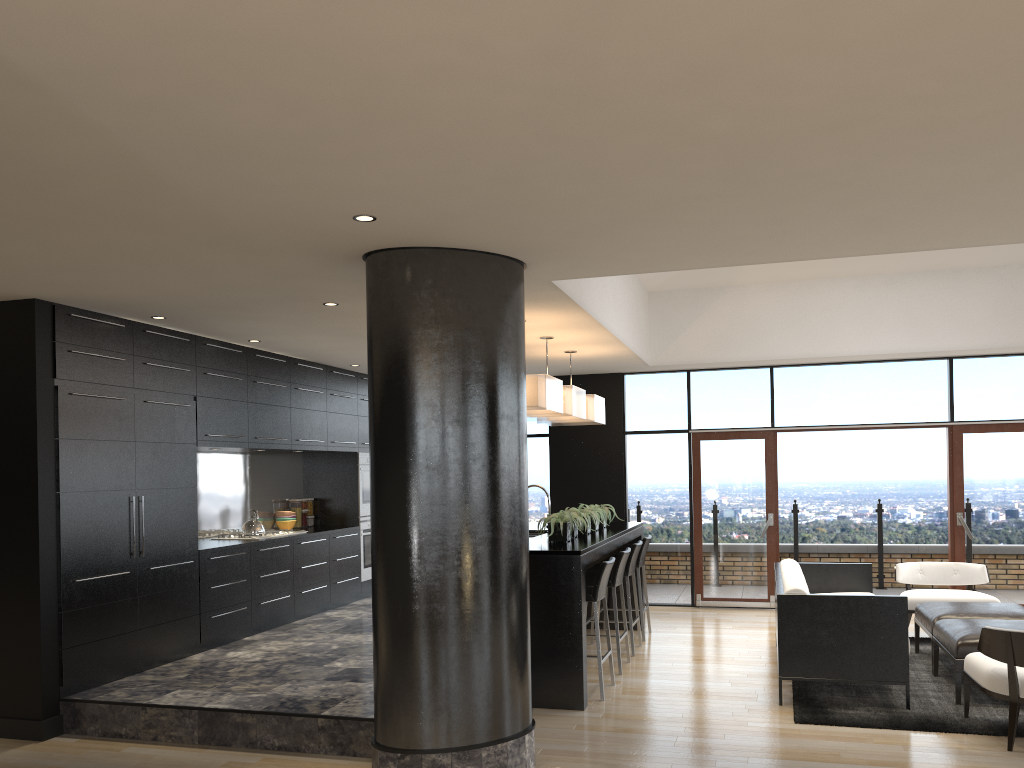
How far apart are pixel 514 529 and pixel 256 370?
4.0m

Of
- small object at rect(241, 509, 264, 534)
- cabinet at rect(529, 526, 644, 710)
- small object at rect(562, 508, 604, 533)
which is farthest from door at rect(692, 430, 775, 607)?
small object at rect(241, 509, 264, 534)

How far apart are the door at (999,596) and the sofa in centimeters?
239cm

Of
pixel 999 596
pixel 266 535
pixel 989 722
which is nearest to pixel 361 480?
pixel 266 535

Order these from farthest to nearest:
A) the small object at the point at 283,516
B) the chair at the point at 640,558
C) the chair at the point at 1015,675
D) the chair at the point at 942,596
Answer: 1. the small object at the point at 283,516
2. the chair at the point at 640,558
3. the chair at the point at 942,596
4. the chair at the point at 1015,675

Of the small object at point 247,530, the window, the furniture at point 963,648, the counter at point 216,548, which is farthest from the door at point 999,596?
the small object at point 247,530

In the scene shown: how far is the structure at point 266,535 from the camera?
8.07m

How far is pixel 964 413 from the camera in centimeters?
944cm

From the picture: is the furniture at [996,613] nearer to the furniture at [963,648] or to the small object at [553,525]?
the furniture at [963,648]

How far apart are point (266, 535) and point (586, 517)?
3.0 meters
